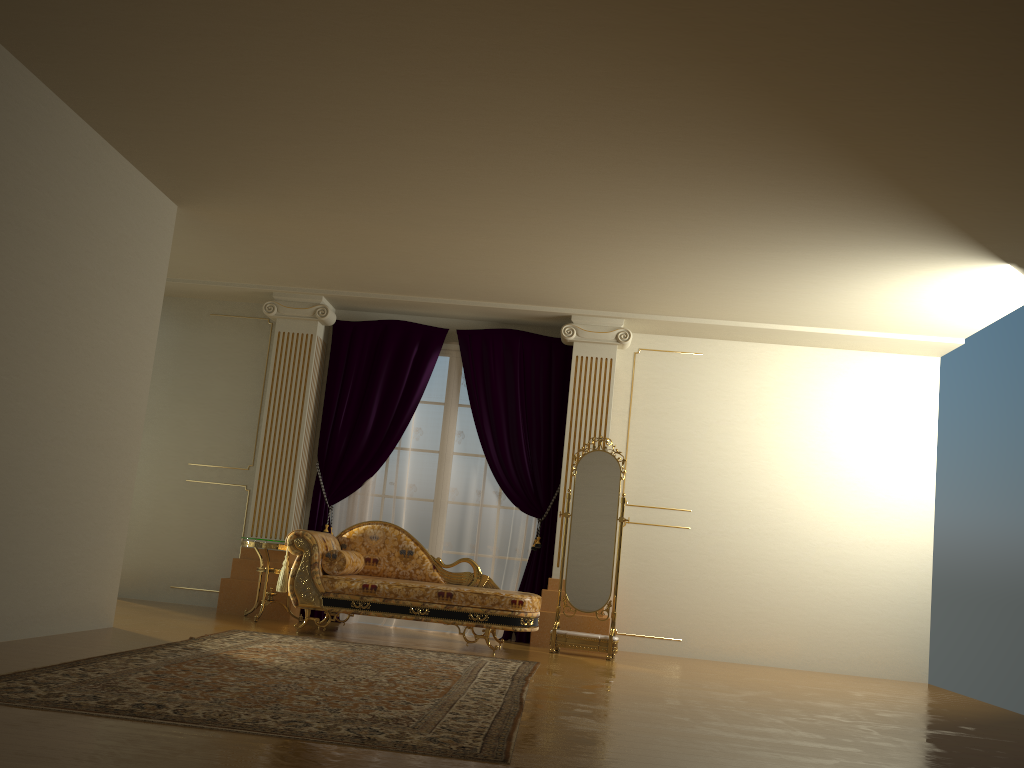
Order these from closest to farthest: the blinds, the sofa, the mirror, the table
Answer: the sofa
the mirror
the table
the blinds

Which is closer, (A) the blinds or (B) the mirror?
(B) the mirror

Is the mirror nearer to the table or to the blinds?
the blinds

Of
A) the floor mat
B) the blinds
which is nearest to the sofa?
the floor mat

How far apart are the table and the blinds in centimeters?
55cm

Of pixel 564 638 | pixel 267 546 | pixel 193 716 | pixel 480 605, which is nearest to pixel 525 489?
pixel 564 638

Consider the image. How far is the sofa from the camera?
6.1 meters

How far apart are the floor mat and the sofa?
0.4 meters

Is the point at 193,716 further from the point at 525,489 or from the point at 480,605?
the point at 525,489

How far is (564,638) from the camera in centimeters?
659cm
